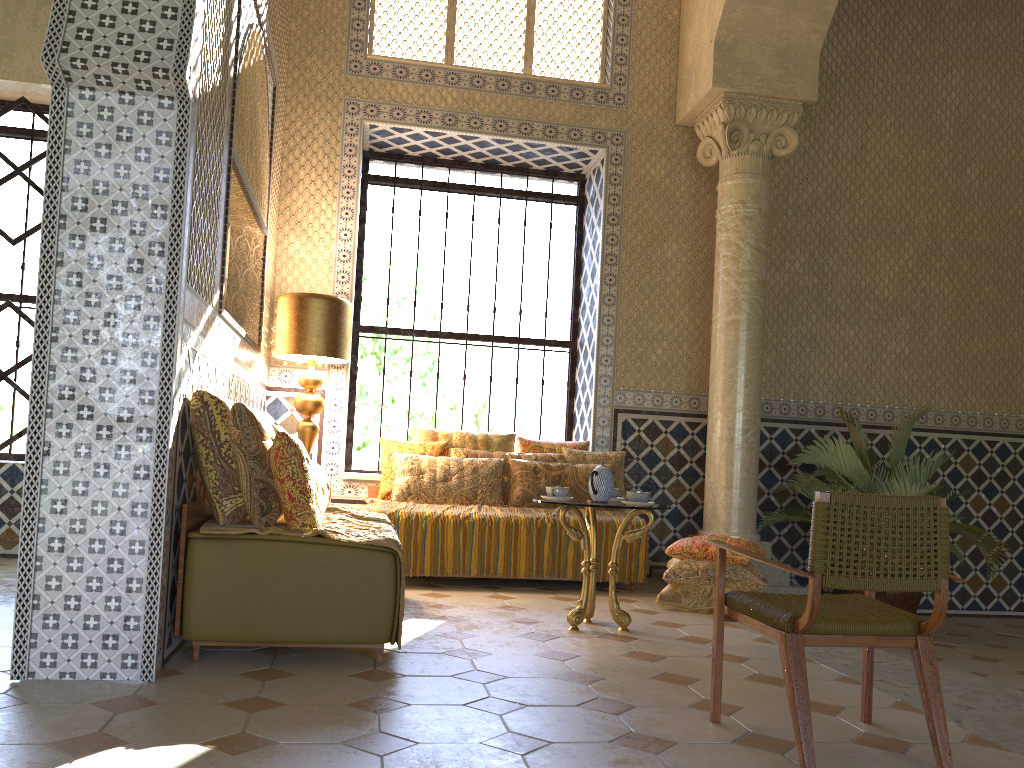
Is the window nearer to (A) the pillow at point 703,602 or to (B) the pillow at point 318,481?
(A) the pillow at point 703,602

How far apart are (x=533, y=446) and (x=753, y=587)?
3.0 meters

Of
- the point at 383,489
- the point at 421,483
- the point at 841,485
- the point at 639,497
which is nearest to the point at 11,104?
the point at 383,489

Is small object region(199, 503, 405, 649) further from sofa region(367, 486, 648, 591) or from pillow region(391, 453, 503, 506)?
sofa region(367, 486, 648, 591)

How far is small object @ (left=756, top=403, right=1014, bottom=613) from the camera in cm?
884

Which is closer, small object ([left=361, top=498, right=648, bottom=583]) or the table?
the table

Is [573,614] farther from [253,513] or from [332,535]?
[253,513]

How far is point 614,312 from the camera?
10.38m

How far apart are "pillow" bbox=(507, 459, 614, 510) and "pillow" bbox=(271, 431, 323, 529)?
4.0 meters

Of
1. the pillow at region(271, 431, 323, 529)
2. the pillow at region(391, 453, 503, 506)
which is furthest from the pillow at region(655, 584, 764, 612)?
the pillow at region(271, 431, 323, 529)
